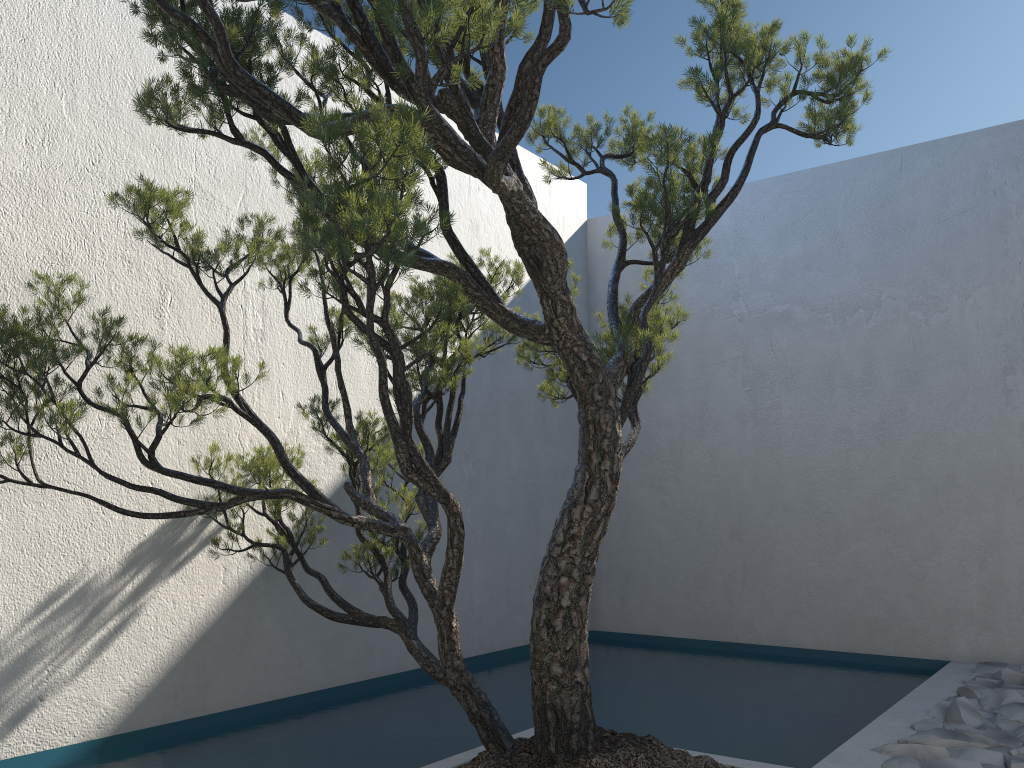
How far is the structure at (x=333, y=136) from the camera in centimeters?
195cm

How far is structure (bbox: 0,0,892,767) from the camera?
2.0m

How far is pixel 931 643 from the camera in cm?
455

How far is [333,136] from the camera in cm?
195
